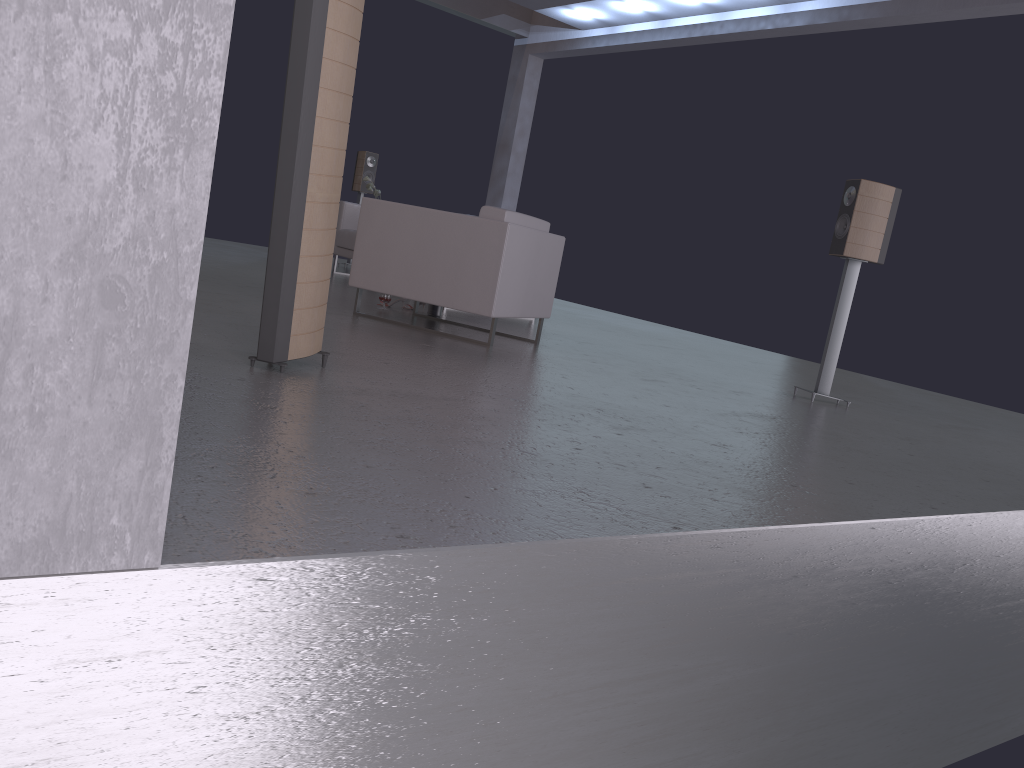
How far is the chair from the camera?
5.1m

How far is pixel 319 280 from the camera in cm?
323

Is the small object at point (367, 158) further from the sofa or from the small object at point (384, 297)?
the small object at point (384, 297)

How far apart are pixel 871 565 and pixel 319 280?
2.1m

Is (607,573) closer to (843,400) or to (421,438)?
(421,438)

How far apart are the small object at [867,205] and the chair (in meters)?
1.69

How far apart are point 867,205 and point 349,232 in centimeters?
512cm

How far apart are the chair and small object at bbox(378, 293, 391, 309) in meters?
0.7

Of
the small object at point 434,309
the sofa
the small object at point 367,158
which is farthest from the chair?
the small object at point 367,158

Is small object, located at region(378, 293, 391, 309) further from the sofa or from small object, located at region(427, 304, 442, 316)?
the sofa
